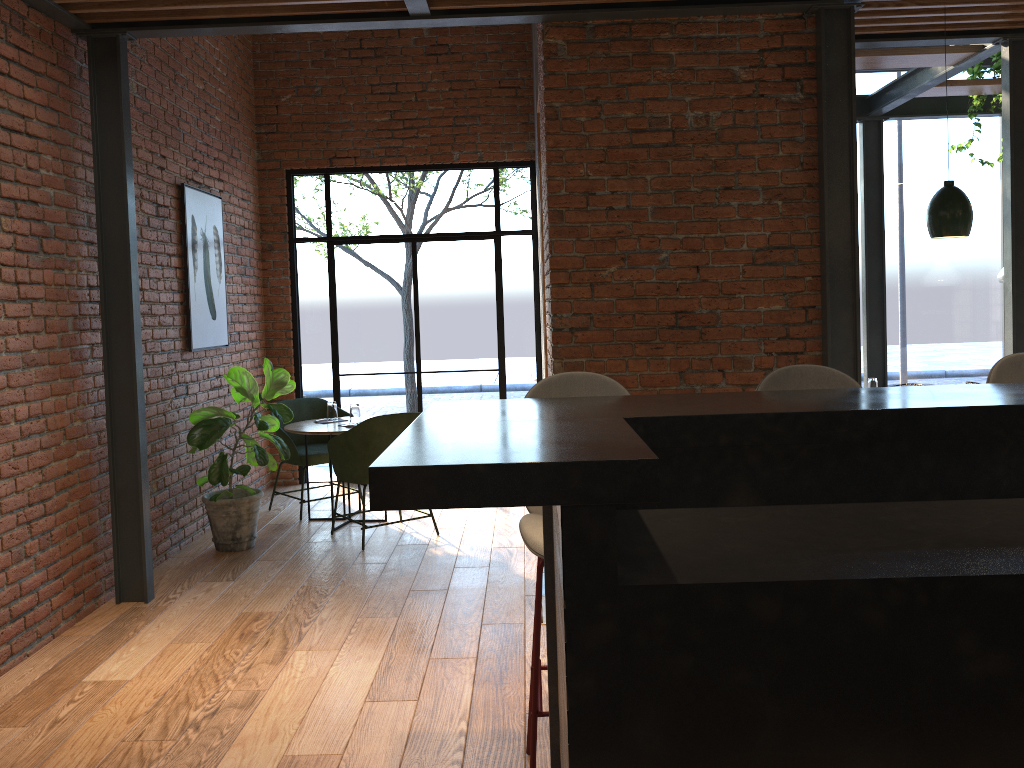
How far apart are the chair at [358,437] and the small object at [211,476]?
0.28m

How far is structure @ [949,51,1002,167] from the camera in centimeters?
652cm

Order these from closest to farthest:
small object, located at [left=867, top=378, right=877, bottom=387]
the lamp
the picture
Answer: the lamp → the picture → small object, located at [left=867, top=378, right=877, bottom=387]

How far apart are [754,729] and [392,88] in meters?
6.7 m

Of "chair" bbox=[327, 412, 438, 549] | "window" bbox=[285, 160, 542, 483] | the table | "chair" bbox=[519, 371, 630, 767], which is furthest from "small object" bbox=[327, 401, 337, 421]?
"chair" bbox=[519, 371, 630, 767]

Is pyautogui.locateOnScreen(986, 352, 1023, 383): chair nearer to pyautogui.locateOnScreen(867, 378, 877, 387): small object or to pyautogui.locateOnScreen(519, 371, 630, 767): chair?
pyautogui.locateOnScreen(519, 371, 630, 767): chair

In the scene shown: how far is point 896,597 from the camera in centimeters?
160cm

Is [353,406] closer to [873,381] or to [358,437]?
[358,437]

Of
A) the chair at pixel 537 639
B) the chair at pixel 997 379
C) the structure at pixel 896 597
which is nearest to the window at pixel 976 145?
the chair at pixel 997 379

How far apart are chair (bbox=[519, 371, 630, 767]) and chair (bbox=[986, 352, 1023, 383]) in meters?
1.2 m
